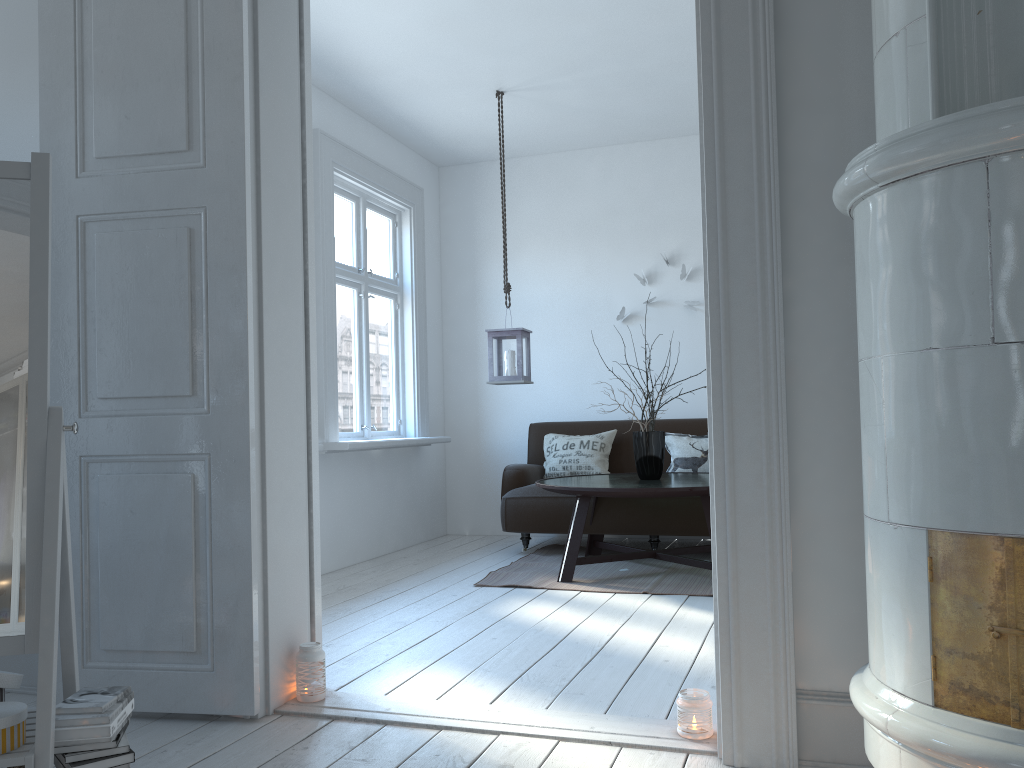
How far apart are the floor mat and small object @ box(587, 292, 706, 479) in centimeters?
51cm

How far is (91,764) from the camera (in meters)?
1.90

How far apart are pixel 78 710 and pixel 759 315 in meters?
1.8 m

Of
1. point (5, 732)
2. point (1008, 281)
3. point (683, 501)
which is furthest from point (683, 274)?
point (5, 732)

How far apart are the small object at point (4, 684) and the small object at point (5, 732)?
0.1m

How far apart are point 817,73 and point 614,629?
2.2m

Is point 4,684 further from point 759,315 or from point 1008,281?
point 1008,281

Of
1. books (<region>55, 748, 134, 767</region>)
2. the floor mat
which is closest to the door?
books (<region>55, 748, 134, 767</region>)

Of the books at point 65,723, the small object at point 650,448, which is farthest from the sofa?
the books at point 65,723

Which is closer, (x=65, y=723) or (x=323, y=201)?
(x=65, y=723)
